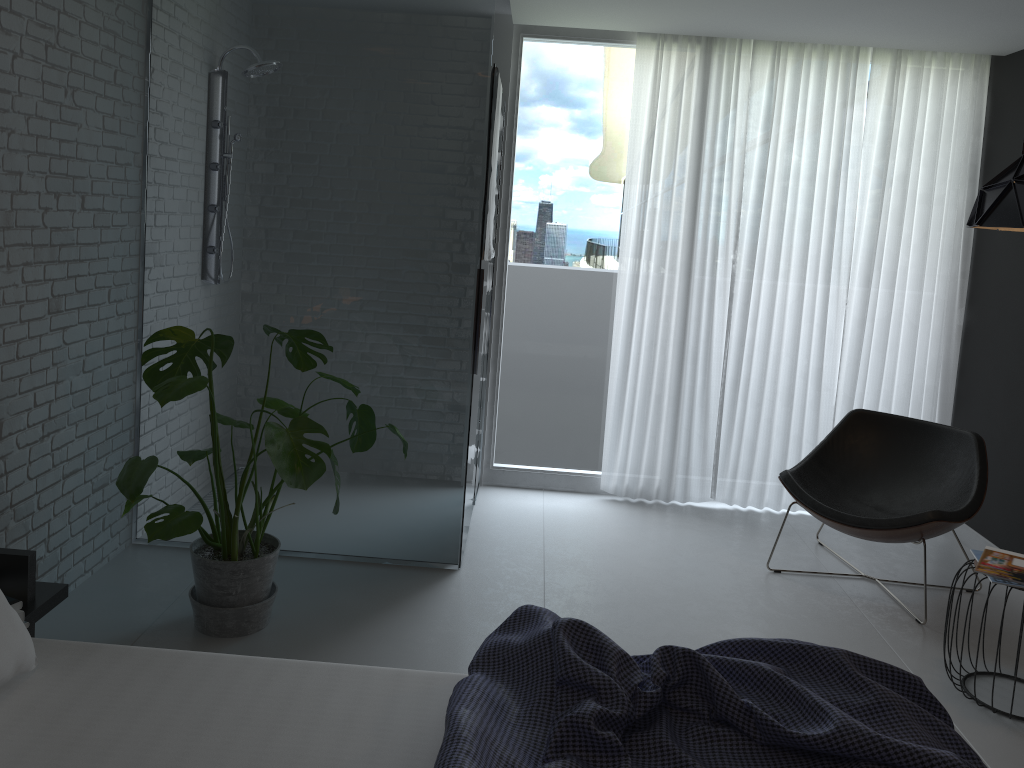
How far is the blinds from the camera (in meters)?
4.49

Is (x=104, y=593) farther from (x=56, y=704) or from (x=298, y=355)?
(x=56, y=704)

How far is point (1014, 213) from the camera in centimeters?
268cm

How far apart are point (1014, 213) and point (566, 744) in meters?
2.1 m

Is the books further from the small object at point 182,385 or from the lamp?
the small object at point 182,385

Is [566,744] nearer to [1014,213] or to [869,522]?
[1014,213]

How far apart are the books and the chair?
0.4 meters

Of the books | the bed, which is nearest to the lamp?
the books

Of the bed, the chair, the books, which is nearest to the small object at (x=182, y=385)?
the bed

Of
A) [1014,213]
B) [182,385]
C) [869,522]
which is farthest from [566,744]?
[869,522]
